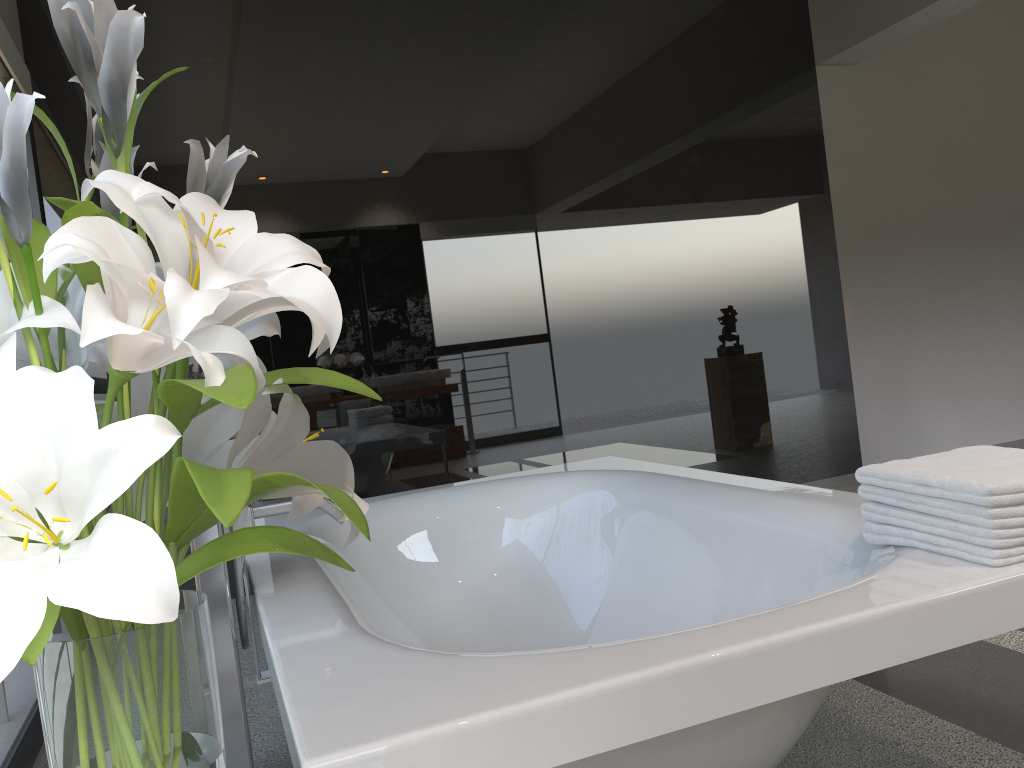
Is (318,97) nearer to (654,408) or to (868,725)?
(654,408)

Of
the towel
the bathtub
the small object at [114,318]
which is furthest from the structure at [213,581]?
the towel

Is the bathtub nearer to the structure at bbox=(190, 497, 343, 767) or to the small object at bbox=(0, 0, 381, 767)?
the structure at bbox=(190, 497, 343, 767)

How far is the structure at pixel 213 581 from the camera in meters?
1.7 m

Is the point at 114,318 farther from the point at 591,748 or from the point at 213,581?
the point at 213,581

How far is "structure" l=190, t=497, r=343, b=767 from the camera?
1.7m

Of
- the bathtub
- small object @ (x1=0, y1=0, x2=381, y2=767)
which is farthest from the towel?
small object @ (x1=0, y1=0, x2=381, y2=767)

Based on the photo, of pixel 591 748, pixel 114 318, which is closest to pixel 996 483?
pixel 591 748

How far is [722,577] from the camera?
2.2 meters

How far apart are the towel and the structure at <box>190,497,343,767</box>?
1.08m
